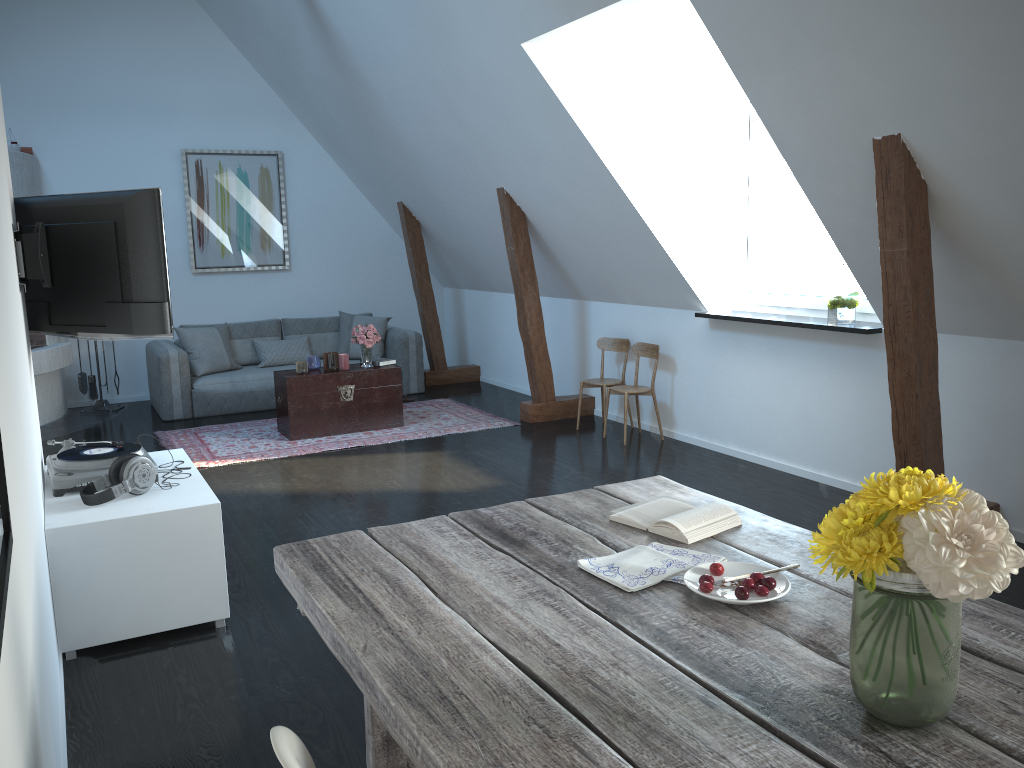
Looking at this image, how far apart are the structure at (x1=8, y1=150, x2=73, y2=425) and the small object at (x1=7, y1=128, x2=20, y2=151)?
0.1 meters

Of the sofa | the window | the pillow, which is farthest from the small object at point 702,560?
the pillow

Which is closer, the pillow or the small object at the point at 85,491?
the small object at the point at 85,491

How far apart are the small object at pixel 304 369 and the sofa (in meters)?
1.16

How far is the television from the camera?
3.69m

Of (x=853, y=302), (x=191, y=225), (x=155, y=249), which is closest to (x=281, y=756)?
(x=155, y=249)

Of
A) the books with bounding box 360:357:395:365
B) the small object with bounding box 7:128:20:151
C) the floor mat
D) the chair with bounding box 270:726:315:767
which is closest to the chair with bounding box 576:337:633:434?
the floor mat

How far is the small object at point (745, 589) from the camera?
1.7 meters

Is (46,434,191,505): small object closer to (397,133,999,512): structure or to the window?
(397,133,999,512): structure

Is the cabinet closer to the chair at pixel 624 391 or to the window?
the chair at pixel 624 391
